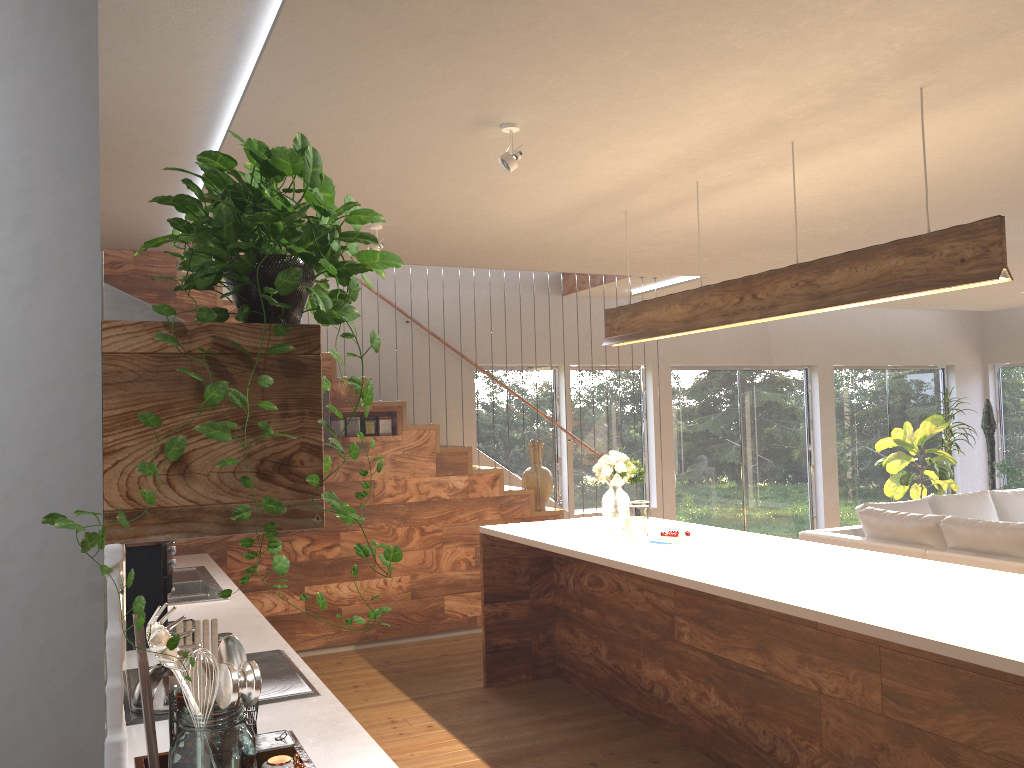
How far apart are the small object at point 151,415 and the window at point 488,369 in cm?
698

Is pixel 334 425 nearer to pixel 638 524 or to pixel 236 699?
pixel 638 524

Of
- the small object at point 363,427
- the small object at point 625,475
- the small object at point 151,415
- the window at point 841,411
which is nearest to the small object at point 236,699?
the small object at point 151,415

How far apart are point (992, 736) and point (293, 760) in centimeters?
228cm

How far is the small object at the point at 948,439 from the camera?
9.92m

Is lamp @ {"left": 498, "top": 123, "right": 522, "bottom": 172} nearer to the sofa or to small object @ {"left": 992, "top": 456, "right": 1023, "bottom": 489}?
the sofa

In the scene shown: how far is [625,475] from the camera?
4.9m

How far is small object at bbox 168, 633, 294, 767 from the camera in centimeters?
186cm

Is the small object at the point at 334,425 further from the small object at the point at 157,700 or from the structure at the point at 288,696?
the small object at the point at 157,700

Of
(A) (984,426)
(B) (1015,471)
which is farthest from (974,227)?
(A) (984,426)
